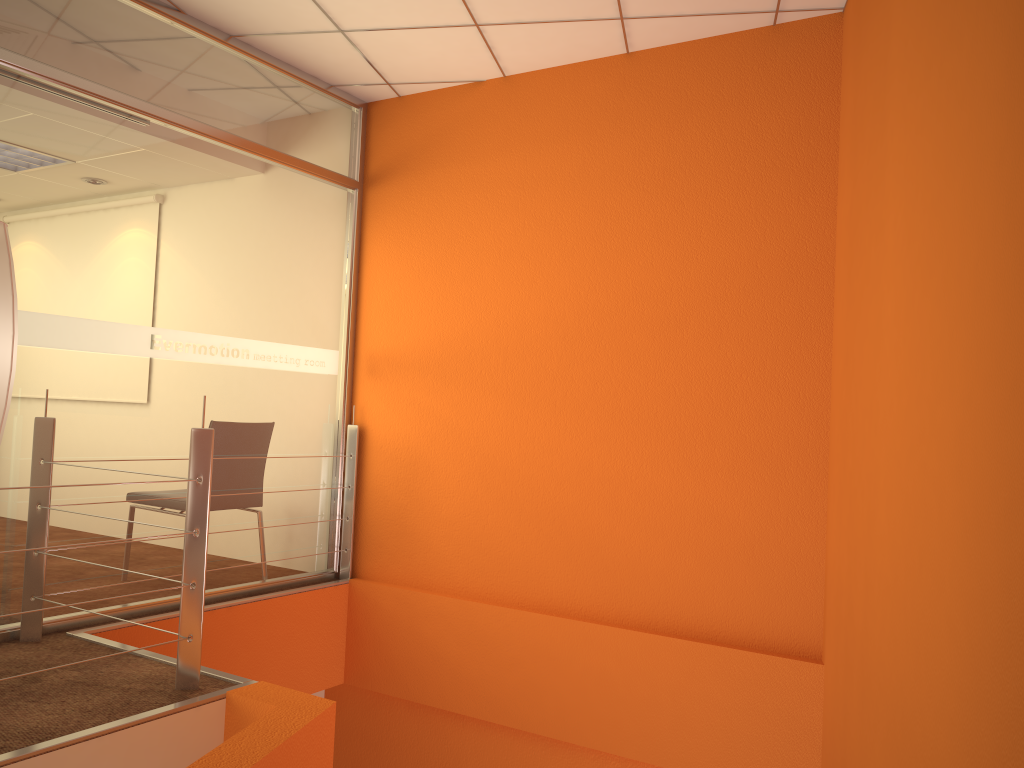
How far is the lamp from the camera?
1.5 meters

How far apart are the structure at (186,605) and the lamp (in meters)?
0.83

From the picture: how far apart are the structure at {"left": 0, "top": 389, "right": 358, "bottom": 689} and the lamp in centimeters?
83cm

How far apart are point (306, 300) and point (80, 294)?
1.19m

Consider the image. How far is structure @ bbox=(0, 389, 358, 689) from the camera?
2.70m

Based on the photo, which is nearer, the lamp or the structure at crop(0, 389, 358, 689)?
the lamp

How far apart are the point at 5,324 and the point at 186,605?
1.4 meters

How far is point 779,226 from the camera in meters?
3.5 m

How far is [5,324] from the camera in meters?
1.5

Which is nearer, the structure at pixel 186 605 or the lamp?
the lamp
